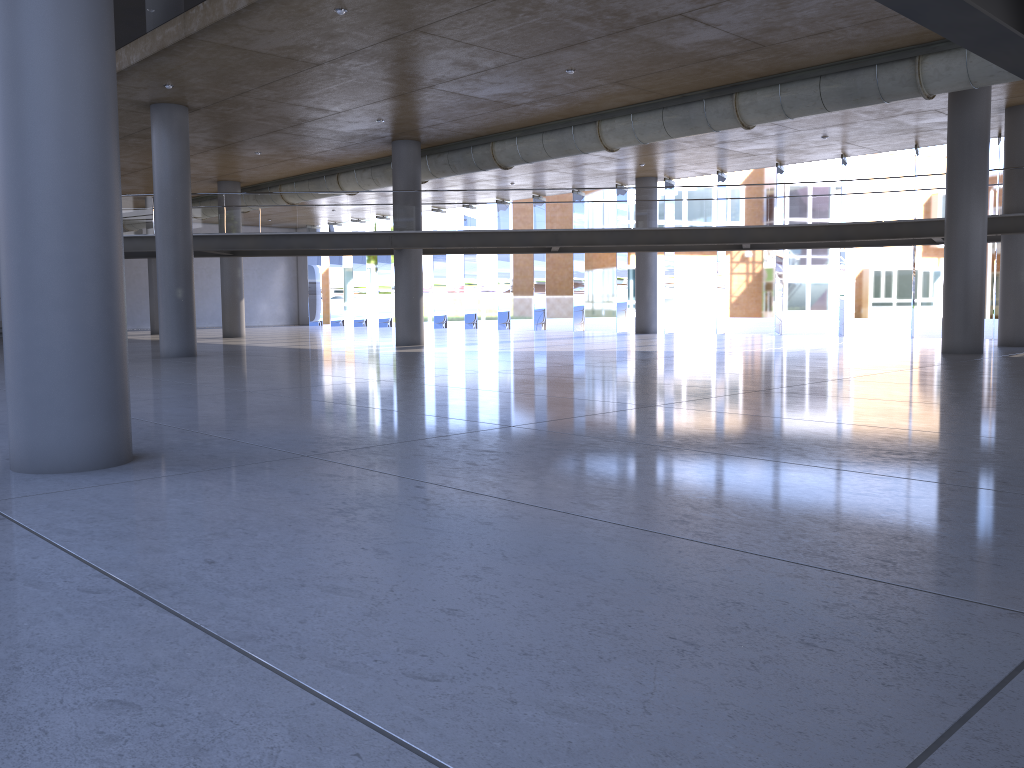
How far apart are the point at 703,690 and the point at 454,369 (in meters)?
12.93
